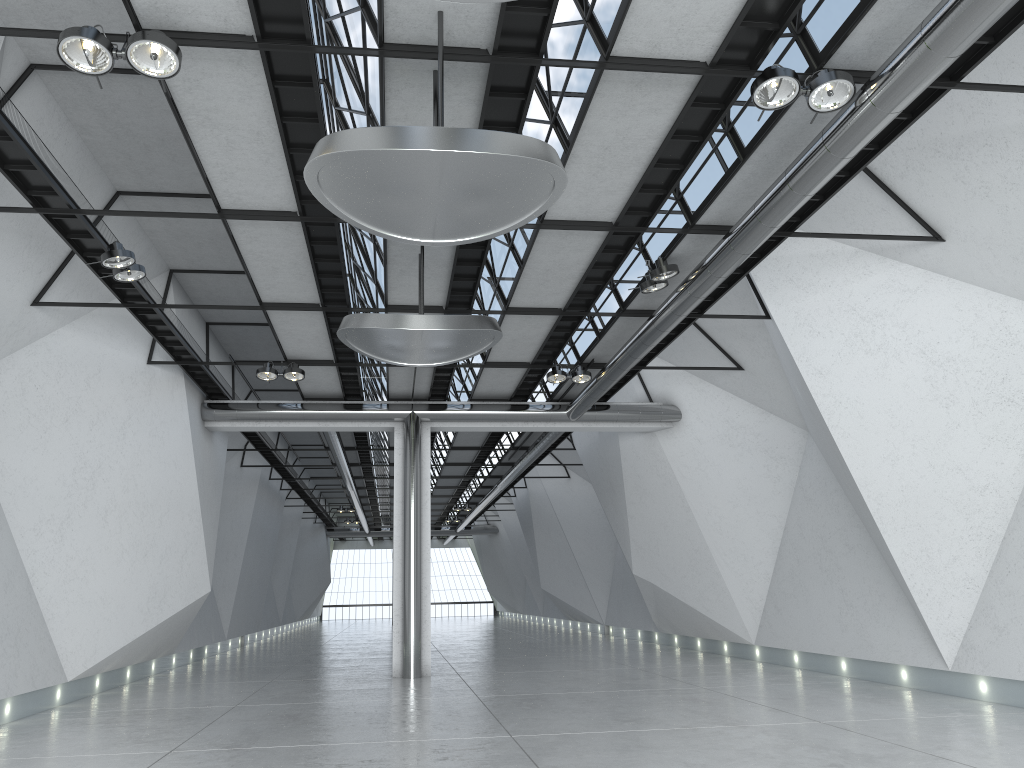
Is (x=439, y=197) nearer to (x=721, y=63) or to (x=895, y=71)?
(x=721, y=63)

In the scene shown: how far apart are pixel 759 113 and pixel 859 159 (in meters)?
7.46
